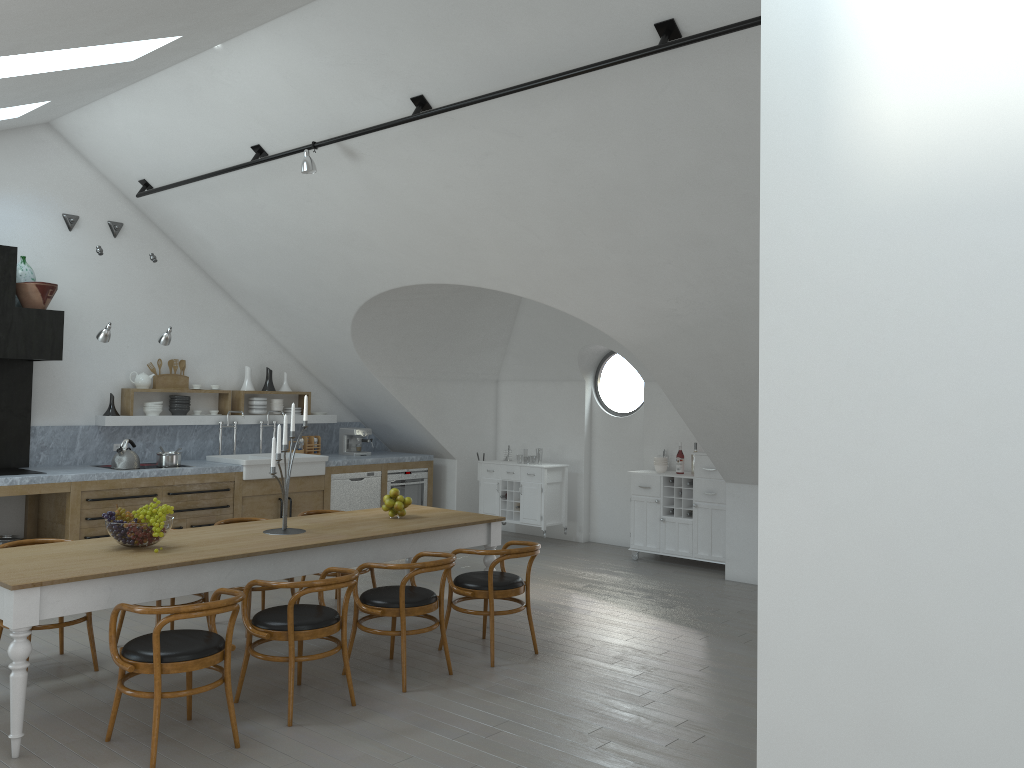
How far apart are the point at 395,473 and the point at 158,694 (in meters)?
6.21

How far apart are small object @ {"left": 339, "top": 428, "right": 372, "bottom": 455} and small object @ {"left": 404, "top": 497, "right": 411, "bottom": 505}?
4.05m

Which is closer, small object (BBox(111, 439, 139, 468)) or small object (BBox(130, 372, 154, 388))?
small object (BBox(111, 439, 139, 468))

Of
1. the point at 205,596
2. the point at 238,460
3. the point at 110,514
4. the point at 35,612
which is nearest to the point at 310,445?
the point at 238,460

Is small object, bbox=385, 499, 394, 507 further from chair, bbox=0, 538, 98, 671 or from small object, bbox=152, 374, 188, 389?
small object, bbox=152, 374, 188, 389

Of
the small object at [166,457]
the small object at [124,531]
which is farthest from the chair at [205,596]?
the small object at [166,457]

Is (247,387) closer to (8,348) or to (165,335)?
(165,335)

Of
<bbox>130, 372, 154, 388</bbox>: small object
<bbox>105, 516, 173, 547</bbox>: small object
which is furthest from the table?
<bbox>130, 372, 154, 388</bbox>: small object

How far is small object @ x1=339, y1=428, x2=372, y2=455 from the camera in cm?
1026

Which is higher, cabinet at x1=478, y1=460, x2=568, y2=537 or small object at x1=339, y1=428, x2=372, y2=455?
small object at x1=339, y1=428, x2=372, y2=455
